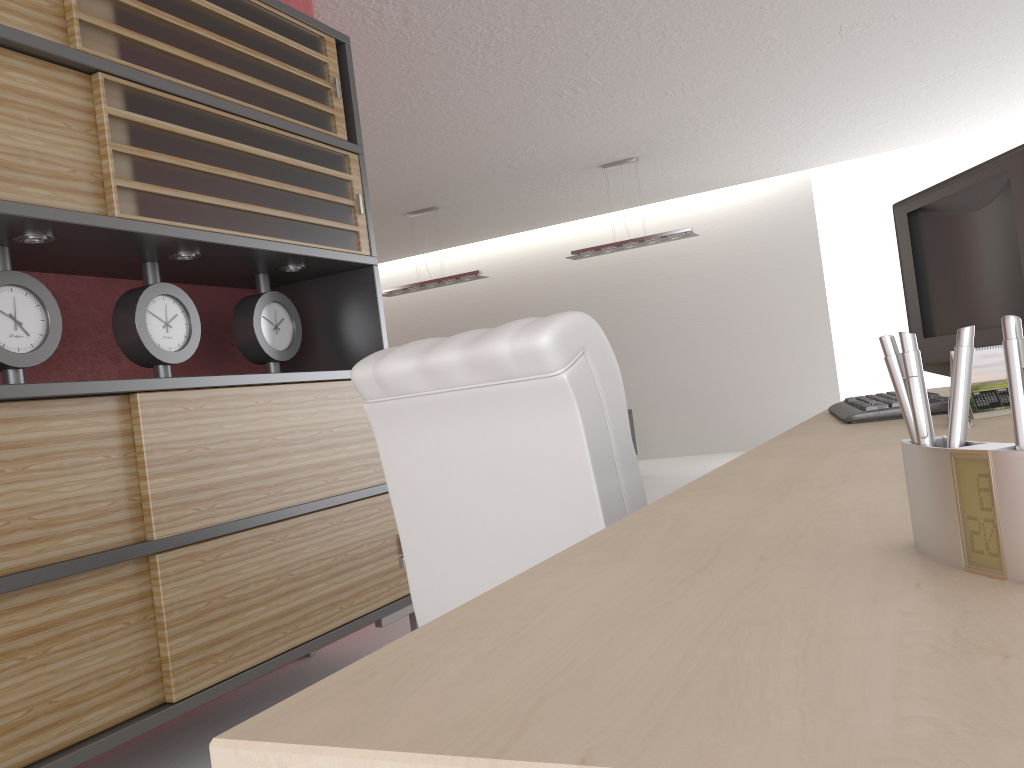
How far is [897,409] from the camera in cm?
264

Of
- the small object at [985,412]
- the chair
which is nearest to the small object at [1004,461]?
the chair

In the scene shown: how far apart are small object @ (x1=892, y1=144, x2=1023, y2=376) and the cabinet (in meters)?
2.80

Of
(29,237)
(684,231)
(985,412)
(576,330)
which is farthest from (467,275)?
(985,412)

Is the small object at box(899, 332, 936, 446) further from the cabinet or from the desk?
the cabinet

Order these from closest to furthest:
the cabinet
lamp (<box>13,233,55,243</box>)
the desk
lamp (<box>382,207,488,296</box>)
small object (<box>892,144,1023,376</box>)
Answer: the desk, small object (<box>892,144,1023,376</box>), the cabinet, lamp (<box>13,233,55,243</box>), lamp (<box>382,207,488,296</box>)

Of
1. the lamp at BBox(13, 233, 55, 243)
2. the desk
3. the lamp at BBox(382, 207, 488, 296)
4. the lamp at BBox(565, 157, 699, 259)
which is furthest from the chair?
the lamp at BBox(382, 207, 488, 296)

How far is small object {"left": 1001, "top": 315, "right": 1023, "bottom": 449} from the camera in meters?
0.7

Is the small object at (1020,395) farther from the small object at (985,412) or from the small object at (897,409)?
the small object at (897,409)

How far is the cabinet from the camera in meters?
3.2 m
